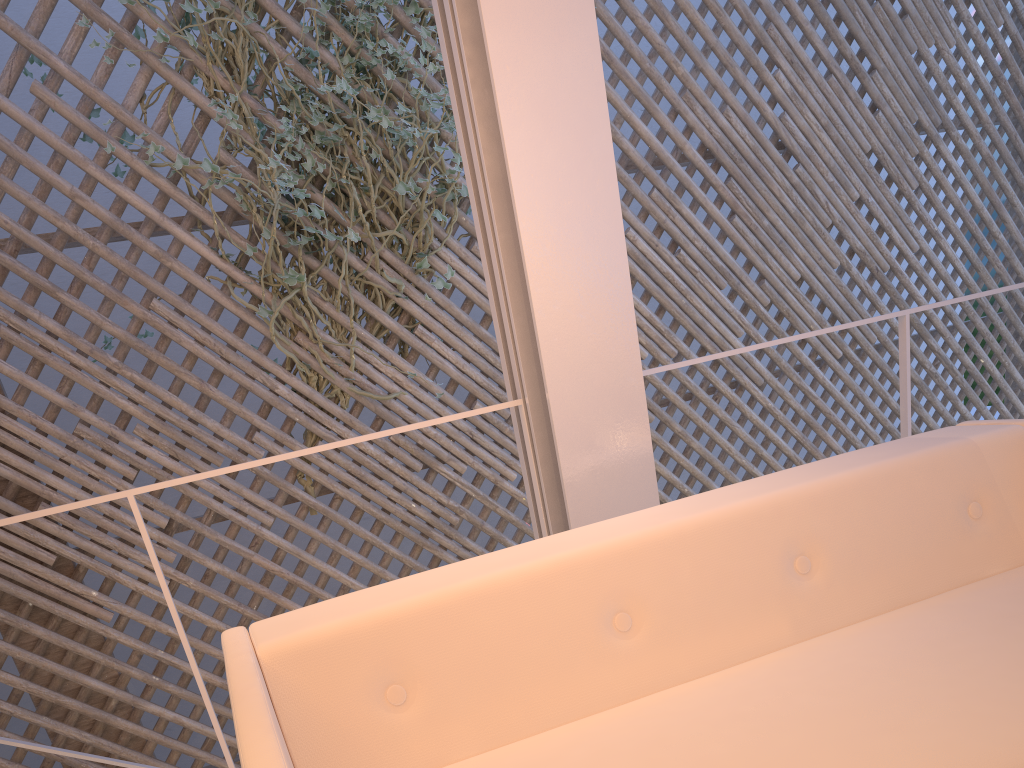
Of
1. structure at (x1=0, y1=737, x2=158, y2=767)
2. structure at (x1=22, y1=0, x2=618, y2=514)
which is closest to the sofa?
structure at (x1=0, y1=737, x2=158, y2=767)

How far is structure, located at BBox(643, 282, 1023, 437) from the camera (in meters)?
1.54

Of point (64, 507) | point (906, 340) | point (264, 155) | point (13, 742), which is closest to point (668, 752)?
point (64, 507)

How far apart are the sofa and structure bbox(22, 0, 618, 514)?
1.7 meters

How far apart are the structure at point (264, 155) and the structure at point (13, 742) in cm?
96

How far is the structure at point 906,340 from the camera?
1.5 meters

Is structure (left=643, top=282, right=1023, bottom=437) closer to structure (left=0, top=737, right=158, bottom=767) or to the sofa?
the sofa

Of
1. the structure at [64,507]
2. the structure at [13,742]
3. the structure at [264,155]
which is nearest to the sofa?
the structure at [64,507]

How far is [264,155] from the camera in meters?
2.5

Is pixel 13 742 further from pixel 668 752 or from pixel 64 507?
pixel 668 752
